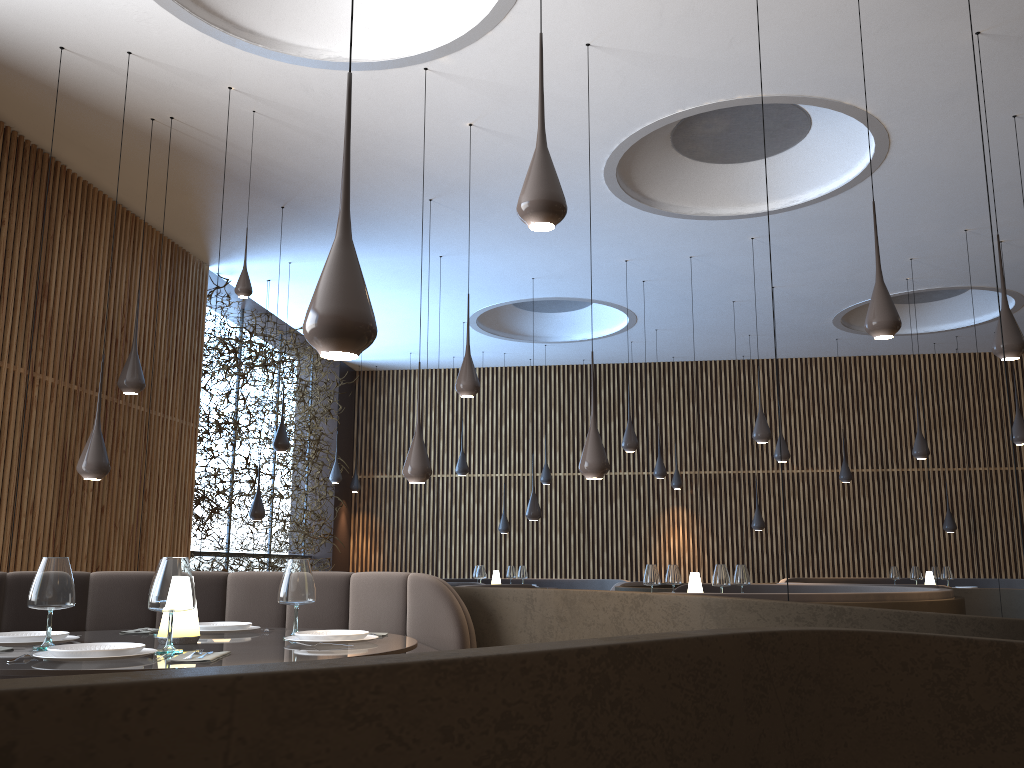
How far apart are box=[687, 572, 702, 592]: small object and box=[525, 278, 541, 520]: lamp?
3.3m

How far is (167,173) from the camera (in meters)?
6.98

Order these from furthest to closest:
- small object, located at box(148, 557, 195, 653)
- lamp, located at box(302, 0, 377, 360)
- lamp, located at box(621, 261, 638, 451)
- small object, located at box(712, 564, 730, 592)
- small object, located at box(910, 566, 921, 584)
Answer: small object, located at box(910, 566, 921, 584), lamp, located at box(621, 261, 638, 451), small object, located at box(712, 564, 730, 592), small object, located at box(148, 557, 195, 653), lamp, located at box(302, 0, 377, 360)

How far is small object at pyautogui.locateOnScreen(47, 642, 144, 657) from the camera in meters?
2.5 m

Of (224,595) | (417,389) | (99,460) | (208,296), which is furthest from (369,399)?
(224,595)

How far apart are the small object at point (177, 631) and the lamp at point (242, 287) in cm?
393

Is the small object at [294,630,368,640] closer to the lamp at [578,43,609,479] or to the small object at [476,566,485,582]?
the lamp at [578,43,609,479]

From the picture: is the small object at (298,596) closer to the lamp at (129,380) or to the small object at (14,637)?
the small object at (14,637)

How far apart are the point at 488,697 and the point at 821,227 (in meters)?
9.26

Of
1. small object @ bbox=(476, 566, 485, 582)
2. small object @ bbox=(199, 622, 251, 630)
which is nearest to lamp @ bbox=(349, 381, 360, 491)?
small object @ bbox=(476, 566, 485, 582)
